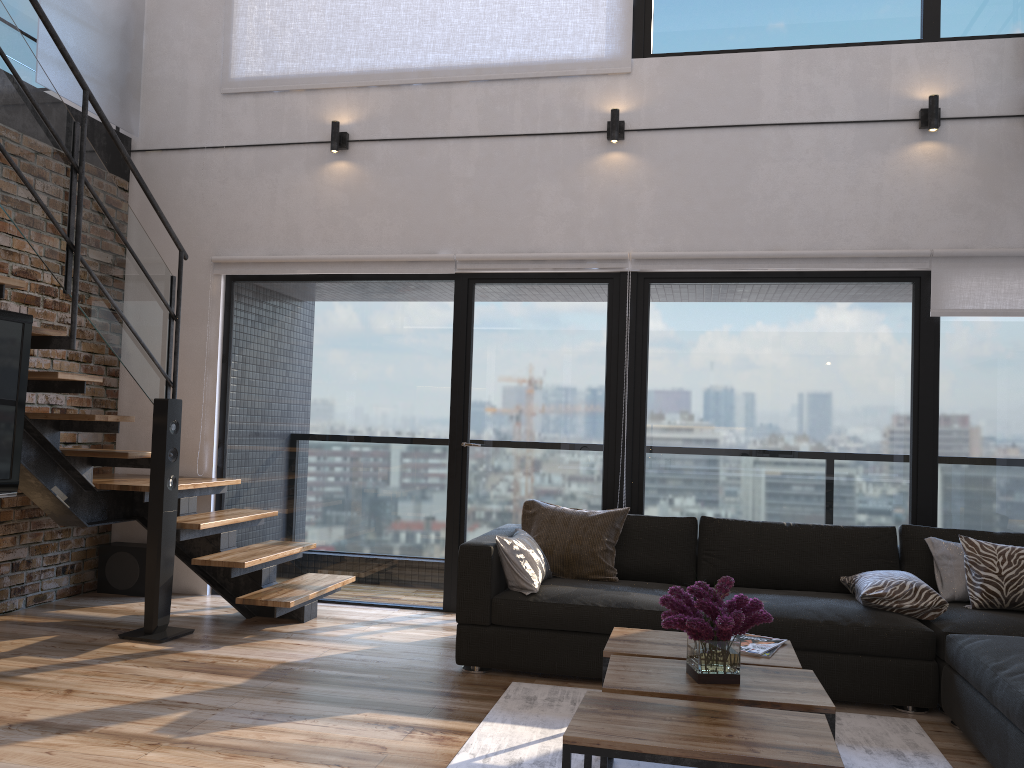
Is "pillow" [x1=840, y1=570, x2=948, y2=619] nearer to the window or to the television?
the window

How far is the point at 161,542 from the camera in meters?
4.4 m

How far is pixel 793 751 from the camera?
2.1 meters

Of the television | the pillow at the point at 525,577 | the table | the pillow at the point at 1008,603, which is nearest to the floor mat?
the table

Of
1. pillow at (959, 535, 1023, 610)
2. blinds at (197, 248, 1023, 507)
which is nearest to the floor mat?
pillow at (959, 535, 1023, 610)

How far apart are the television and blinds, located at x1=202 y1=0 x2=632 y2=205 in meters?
2.6 m

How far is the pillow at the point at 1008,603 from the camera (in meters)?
3.82

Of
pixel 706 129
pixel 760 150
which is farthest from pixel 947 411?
pixel 706 129

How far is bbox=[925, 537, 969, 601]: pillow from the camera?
4.0m

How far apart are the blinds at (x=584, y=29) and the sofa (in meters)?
2.62
